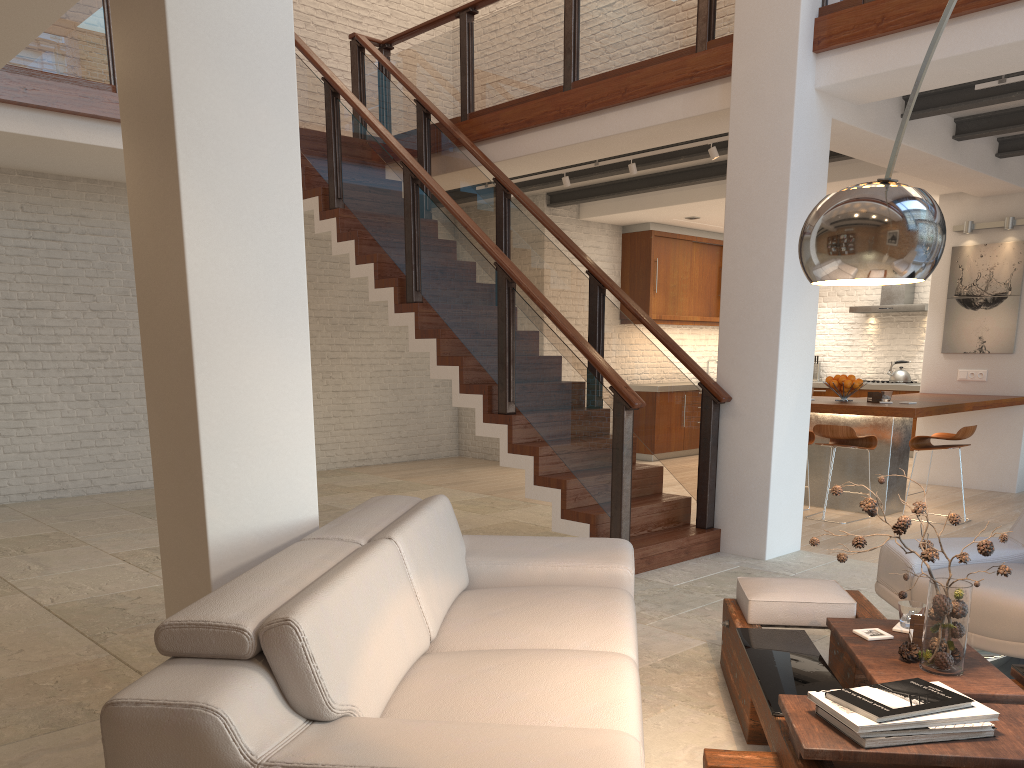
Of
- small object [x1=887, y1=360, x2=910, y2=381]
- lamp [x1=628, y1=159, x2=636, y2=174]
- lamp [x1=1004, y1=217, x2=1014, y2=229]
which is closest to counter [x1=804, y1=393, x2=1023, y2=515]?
lamp [x1=1004, y1=217, x2=1014, y2=229]

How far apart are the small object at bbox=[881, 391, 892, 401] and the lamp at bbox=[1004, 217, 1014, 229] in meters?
2.5 m

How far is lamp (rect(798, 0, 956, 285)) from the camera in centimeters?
196cm

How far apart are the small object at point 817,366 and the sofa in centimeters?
973cm

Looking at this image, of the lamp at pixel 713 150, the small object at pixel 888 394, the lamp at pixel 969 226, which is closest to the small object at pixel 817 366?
the lamp at pixel 969 226

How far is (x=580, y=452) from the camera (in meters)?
5.47

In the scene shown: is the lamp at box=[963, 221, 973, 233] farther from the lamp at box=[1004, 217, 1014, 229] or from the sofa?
the sofa

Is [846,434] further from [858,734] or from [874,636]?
[858,734]

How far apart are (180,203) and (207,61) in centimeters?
50cm

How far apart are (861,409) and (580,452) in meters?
2.7 m
